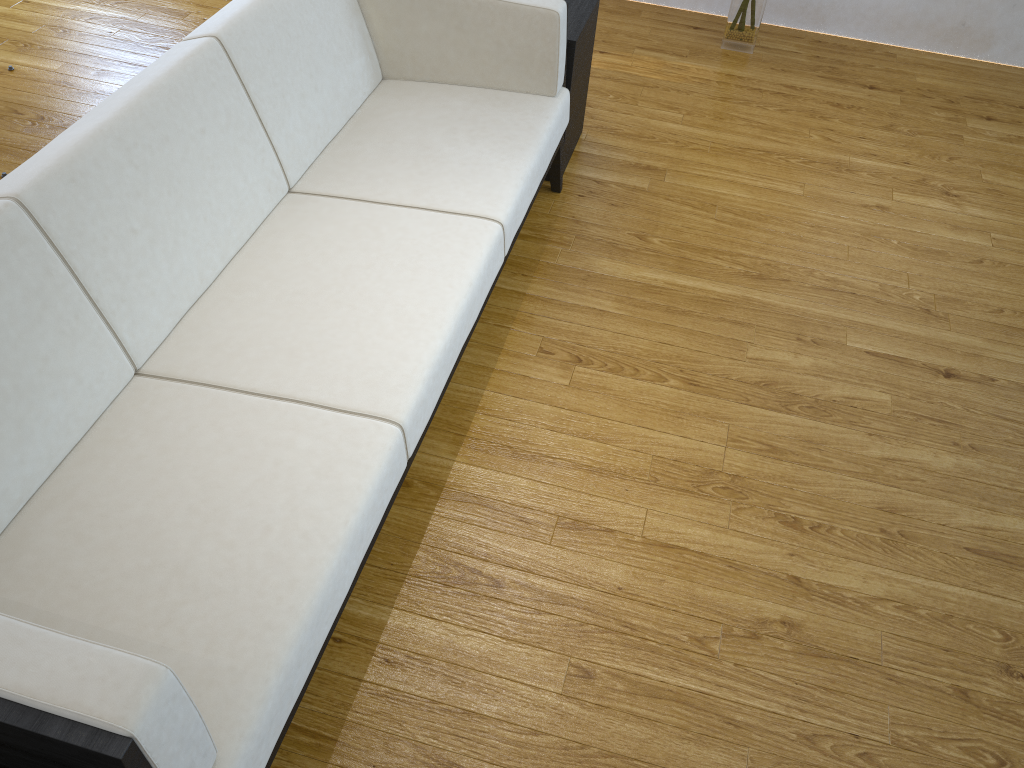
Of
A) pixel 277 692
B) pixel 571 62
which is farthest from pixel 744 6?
pixel 277 692

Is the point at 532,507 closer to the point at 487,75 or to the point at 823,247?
the point at 487,75

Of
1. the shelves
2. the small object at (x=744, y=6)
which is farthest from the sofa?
the small object at (x=744, y=6)

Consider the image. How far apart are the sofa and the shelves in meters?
0.1 m

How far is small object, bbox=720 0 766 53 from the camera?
3.5m

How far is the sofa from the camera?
1.2 meters

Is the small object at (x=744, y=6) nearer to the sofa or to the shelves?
the shelves

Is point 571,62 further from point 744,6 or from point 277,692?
point 277,692

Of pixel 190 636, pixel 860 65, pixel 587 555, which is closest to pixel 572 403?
pixel 587 555

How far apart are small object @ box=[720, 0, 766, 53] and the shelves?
1.0m
